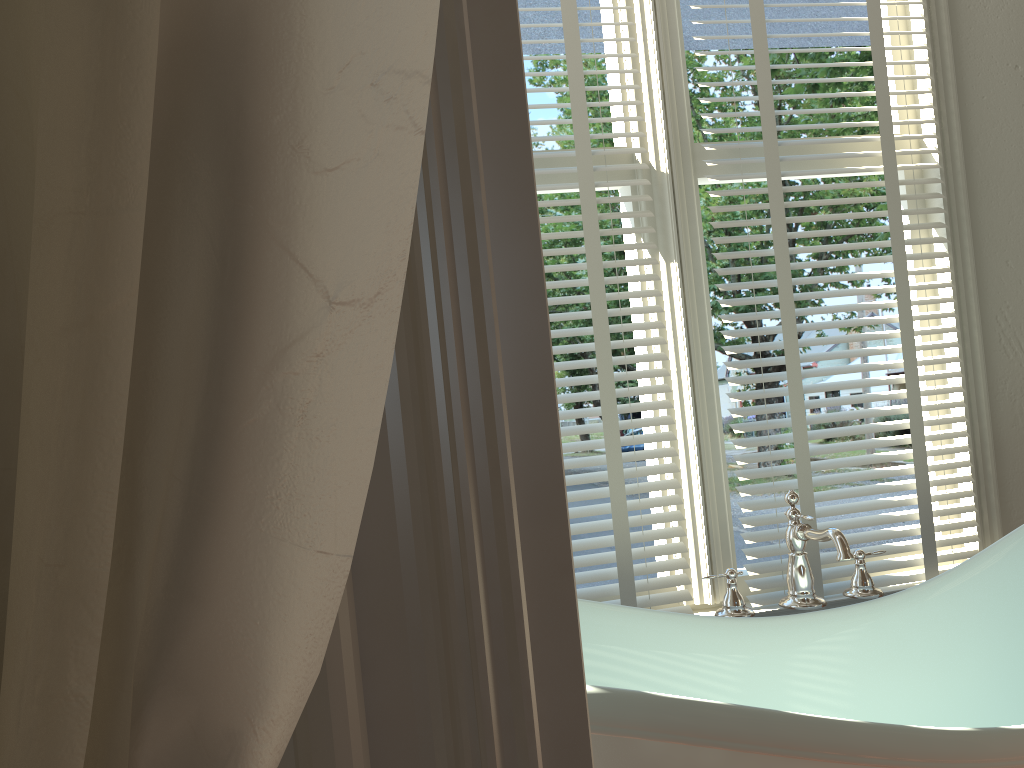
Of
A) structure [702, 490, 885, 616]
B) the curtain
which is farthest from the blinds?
the curtain

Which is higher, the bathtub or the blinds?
the blinds

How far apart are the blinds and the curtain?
1.5m

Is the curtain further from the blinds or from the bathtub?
the blinds

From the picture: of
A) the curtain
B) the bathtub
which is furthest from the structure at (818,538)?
the curtain

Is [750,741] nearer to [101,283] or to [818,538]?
[818,538]

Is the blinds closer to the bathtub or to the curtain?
the bathtub

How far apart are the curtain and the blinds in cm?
146

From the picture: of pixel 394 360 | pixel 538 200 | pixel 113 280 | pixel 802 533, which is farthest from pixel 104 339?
pixel 538 200

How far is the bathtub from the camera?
0.9 meters
